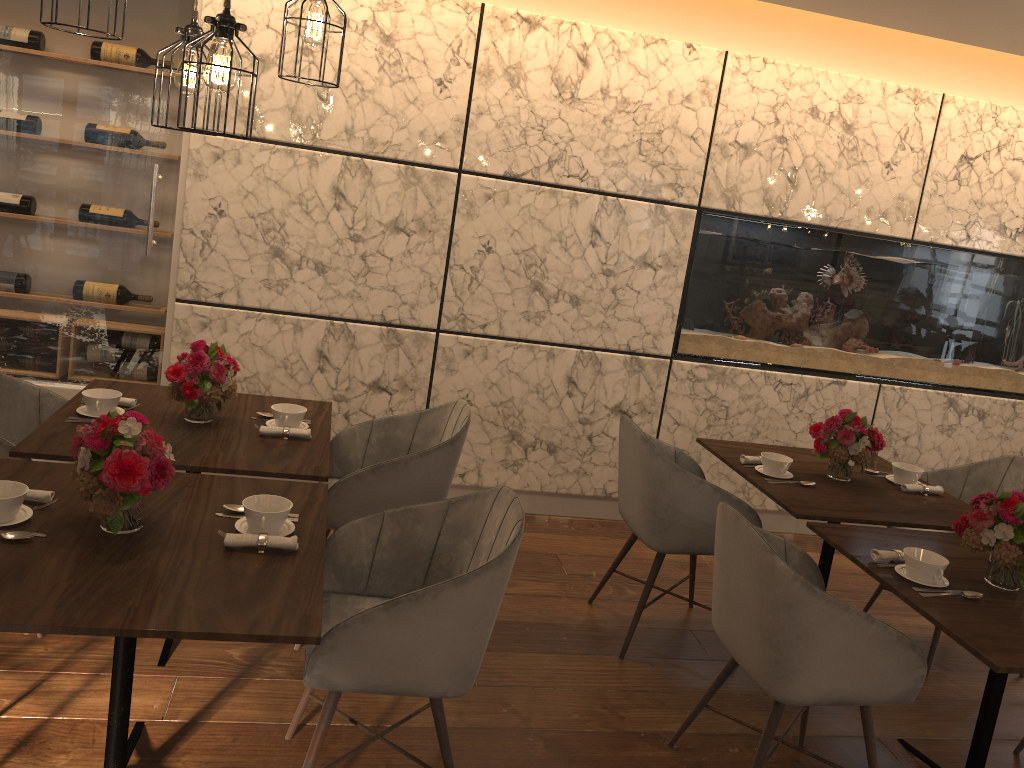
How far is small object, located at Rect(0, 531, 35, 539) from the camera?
2.0m

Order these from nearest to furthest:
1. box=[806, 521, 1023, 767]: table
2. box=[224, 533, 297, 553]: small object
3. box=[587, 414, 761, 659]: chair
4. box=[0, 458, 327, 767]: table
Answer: box=[0, 458, 327, 767]: table → box=[224, 533, 297, 553]: small object → box=[806, 521, 1023, 767]: table → box=[587, 414, 761, 659]: chair

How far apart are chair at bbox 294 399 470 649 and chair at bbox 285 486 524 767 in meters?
0.4

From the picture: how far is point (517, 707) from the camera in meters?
3.0

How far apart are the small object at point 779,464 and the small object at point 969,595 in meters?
1.0

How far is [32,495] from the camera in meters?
2.2

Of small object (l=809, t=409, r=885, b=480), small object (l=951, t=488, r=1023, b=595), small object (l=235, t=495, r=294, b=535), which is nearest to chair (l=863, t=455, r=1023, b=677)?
small object (l=809, t=409, r=885, b=480)

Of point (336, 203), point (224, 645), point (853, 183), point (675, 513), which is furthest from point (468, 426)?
point (853, 183)

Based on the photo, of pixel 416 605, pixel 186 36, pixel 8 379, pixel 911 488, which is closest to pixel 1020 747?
pixel 911 488

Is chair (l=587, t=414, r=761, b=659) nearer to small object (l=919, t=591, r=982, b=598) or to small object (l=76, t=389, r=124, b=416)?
small object (l=919, t=591, r=982, b=598)
